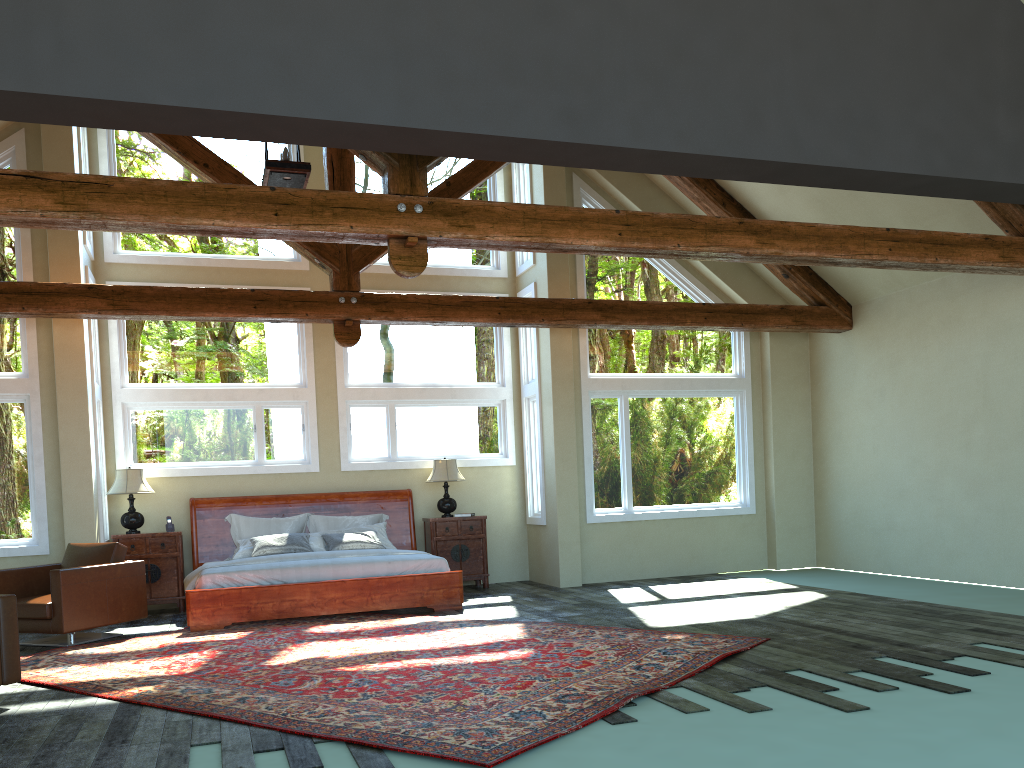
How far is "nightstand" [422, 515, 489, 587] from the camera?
11.0 meters

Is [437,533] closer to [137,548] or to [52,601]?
[137,548]

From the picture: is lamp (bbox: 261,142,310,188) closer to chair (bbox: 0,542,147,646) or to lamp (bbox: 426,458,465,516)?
chair (bbox: 0,542,147,646)

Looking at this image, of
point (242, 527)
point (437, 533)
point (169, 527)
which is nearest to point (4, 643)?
point (169, 527)

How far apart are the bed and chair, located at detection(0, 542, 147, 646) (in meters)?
0.47

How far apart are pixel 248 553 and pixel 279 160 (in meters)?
4.41

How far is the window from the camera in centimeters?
1001cm

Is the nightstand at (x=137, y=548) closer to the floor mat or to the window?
the window

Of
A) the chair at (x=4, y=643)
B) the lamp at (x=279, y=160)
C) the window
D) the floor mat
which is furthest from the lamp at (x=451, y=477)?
the chair at (x=4, y=643)

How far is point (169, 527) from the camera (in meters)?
10.08
